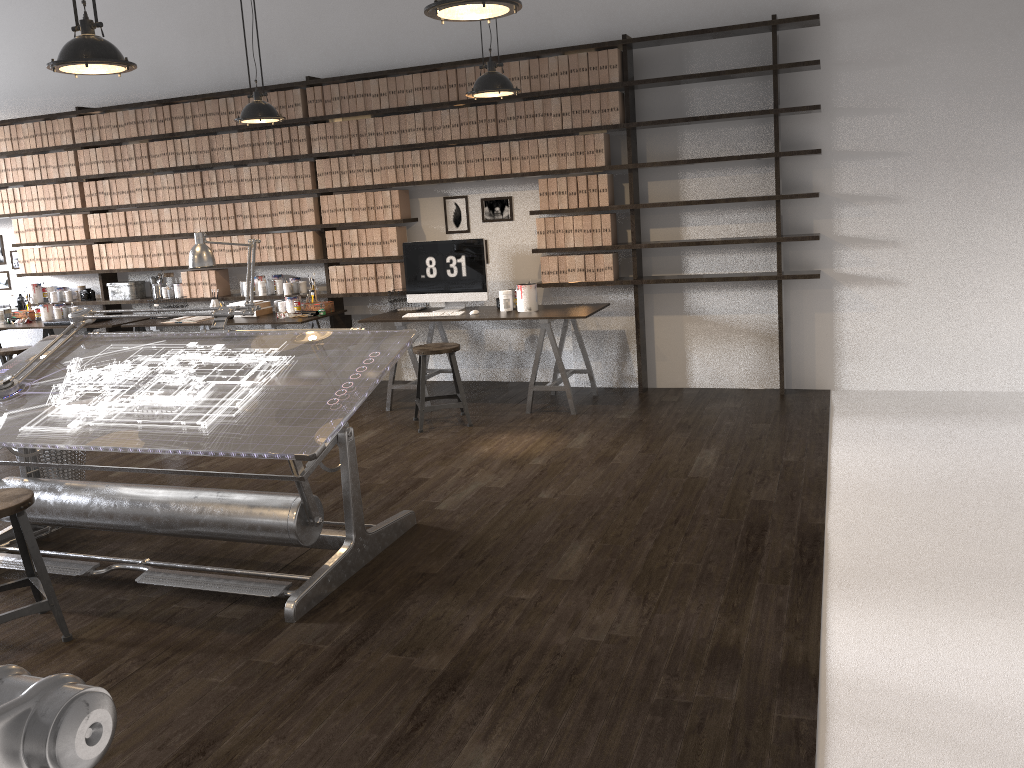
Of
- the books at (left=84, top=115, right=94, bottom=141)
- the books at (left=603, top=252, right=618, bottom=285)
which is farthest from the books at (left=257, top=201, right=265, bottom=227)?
the books at (left=603, top=252, right=618, bottom=285)

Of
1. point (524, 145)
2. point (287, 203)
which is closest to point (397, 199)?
point (287, 203)

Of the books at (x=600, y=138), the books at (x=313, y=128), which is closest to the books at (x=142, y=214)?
the books at (x=313, y=128)

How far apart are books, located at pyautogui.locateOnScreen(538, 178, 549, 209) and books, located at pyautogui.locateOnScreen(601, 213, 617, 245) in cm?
43

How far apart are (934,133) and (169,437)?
4.9 meters

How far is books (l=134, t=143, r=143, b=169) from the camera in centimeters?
737cm

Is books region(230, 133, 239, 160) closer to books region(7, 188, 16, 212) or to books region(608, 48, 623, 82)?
books region(7, 188, 16, 212)

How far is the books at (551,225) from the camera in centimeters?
626cm

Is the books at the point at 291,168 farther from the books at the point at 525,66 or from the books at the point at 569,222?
the books at the point at 569,222

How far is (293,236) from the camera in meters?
7.0 m
